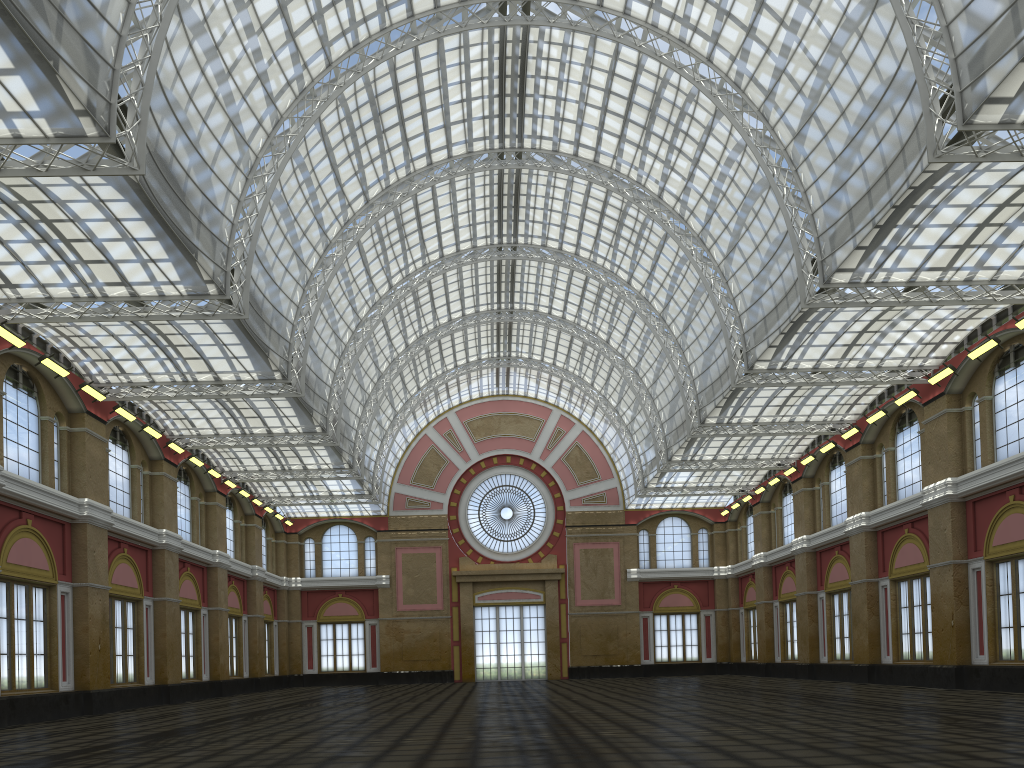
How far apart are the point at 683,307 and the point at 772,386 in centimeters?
946cm
